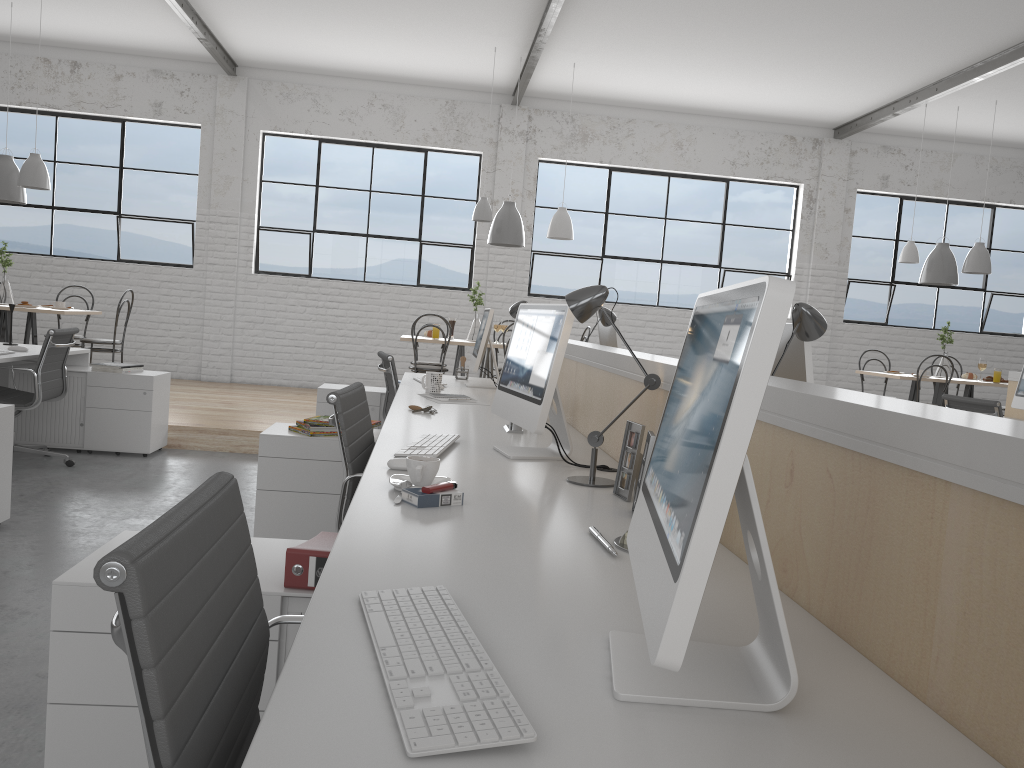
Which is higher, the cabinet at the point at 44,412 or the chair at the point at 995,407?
the chair at the point at 995,407

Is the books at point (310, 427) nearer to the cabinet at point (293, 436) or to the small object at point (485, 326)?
the cabinet at point (293, 436)

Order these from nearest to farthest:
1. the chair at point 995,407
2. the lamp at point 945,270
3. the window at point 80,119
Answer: the chair at point 995,407 < the lamp at point 945,270 < the window at point 80,119

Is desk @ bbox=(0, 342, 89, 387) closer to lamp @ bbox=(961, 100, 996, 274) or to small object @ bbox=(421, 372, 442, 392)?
small object @ bbox=(421, 372, 442, 392)

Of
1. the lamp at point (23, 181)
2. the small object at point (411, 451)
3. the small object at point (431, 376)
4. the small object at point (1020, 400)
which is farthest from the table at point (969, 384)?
the lamp at point (23, 181)

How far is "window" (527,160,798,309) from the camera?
7.5 meters

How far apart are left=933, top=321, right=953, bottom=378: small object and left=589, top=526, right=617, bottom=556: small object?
5.8m

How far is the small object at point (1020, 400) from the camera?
4.6 meters

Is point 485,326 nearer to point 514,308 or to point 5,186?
point 514,308

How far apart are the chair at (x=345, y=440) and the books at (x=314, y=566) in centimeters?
52cm
